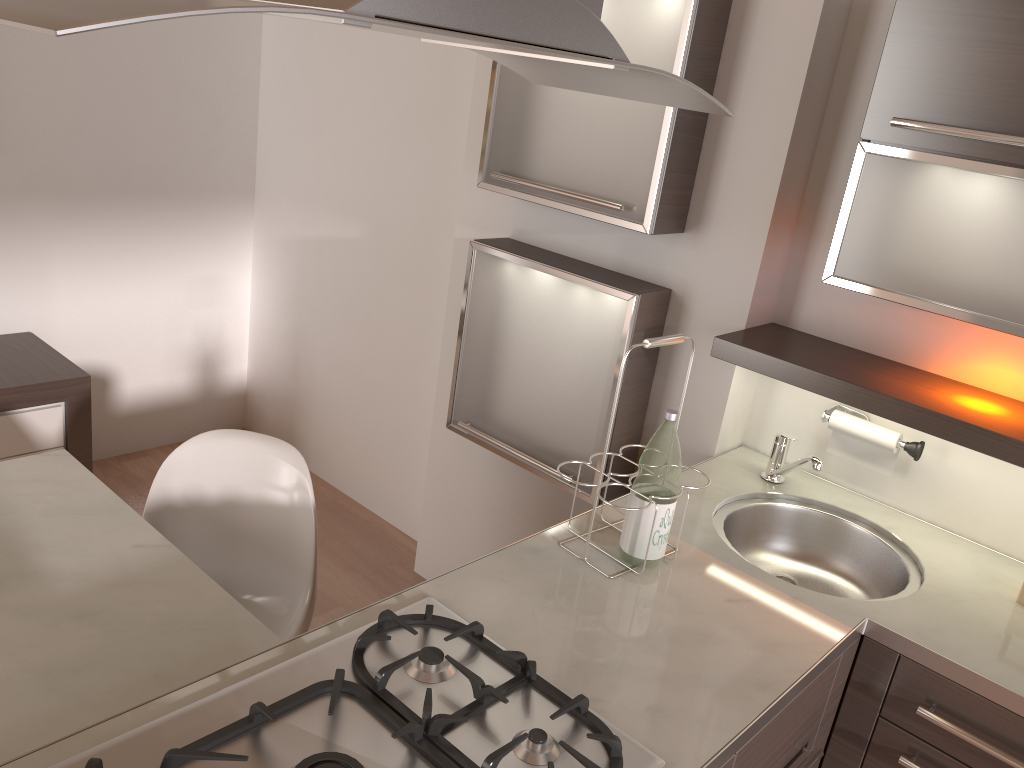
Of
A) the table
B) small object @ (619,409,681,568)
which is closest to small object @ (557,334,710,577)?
small object @ (619,409,681,568)

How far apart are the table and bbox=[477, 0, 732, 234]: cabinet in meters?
1.3 m

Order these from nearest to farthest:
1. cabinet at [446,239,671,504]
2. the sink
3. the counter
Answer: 1. the counter
2. the sink
3. cabinet at [446,239,671,504]

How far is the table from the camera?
1.4 meters

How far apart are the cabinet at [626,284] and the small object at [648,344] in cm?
55

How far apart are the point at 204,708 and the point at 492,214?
1.8 meters

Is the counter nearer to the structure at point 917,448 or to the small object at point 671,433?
the small object at point 671,433

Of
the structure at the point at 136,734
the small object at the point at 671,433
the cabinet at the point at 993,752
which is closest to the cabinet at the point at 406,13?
the small object at the point at 671,433

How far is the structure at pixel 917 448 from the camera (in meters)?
2.03

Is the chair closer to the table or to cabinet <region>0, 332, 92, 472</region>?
the table
